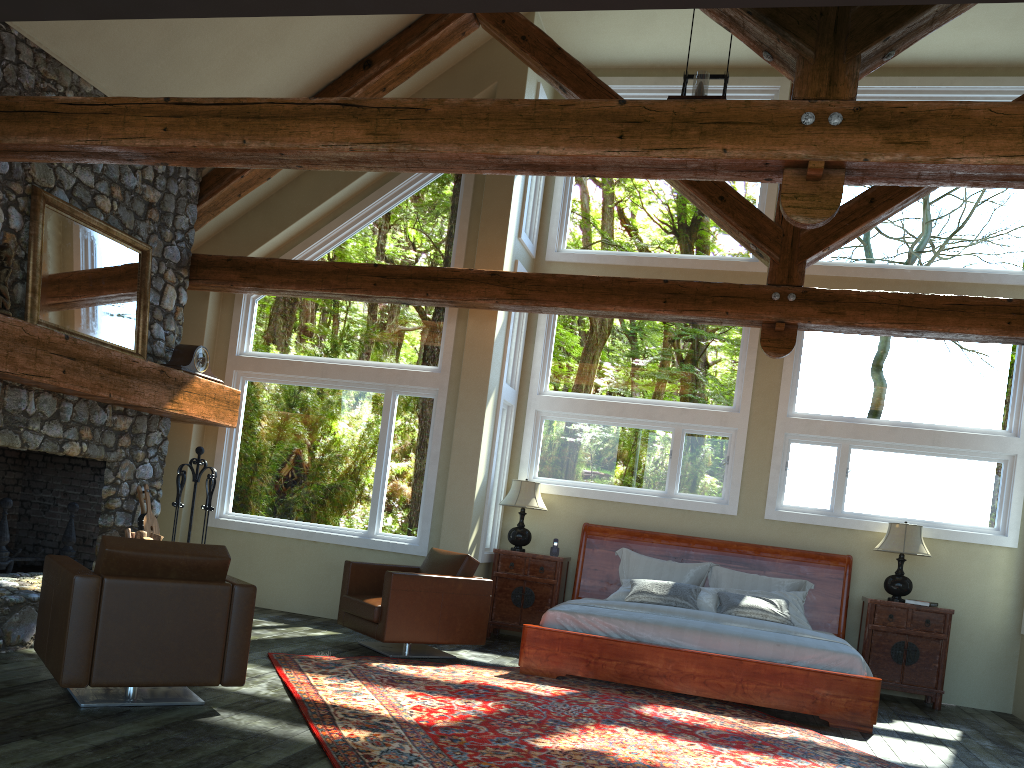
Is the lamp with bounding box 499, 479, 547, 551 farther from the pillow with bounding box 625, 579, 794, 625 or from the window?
the pillow with bounding box 625, 579, 794, 625

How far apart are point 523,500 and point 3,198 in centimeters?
507cm

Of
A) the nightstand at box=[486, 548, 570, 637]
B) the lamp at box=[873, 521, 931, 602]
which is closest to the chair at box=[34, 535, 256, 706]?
the nightstand at box=[486, 548, 570, 637]

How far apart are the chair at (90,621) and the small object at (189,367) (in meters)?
3.16

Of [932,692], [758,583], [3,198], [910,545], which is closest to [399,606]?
[758,583]

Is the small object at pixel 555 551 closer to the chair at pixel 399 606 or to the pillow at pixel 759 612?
the pillow at pixel 759 612

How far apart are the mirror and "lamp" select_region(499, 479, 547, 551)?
3.7 meters

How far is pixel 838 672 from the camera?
6.58m

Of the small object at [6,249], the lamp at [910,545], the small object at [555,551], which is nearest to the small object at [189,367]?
the small object at [6,249]

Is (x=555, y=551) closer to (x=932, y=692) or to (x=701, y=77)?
(x=932, y=692)
